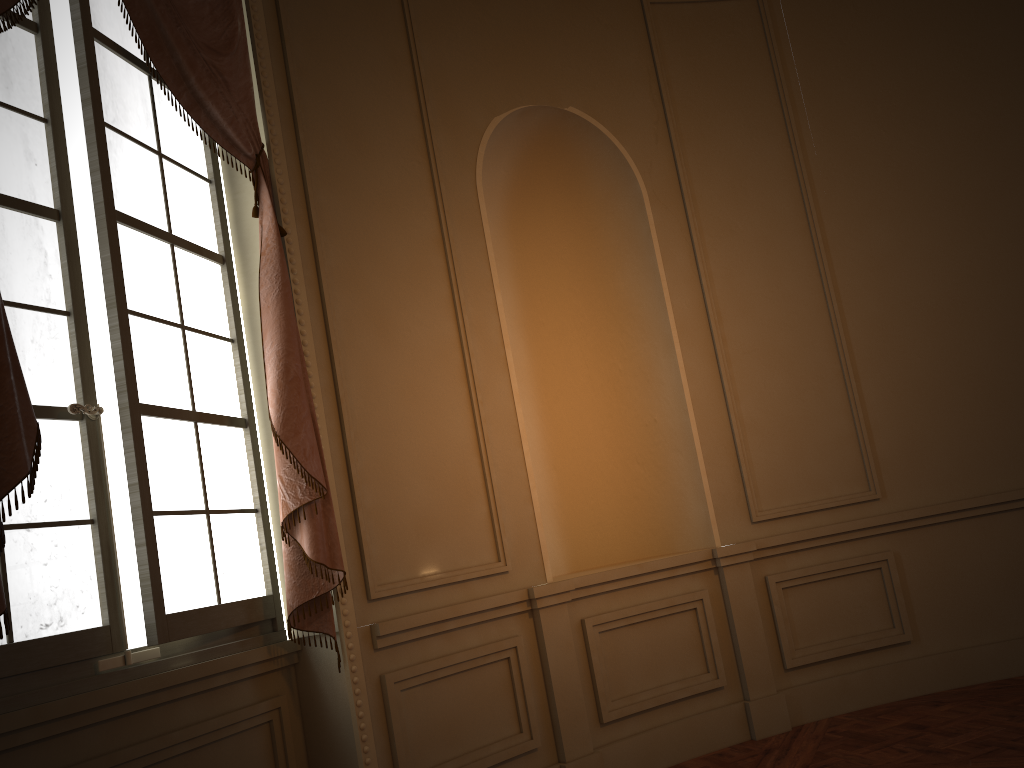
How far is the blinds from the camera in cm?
206

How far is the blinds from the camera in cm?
206

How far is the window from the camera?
2.46m

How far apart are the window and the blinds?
0.1 meters

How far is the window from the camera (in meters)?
2.46

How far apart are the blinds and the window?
0.1m

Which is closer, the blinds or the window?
the blinds

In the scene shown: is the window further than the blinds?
Yes
